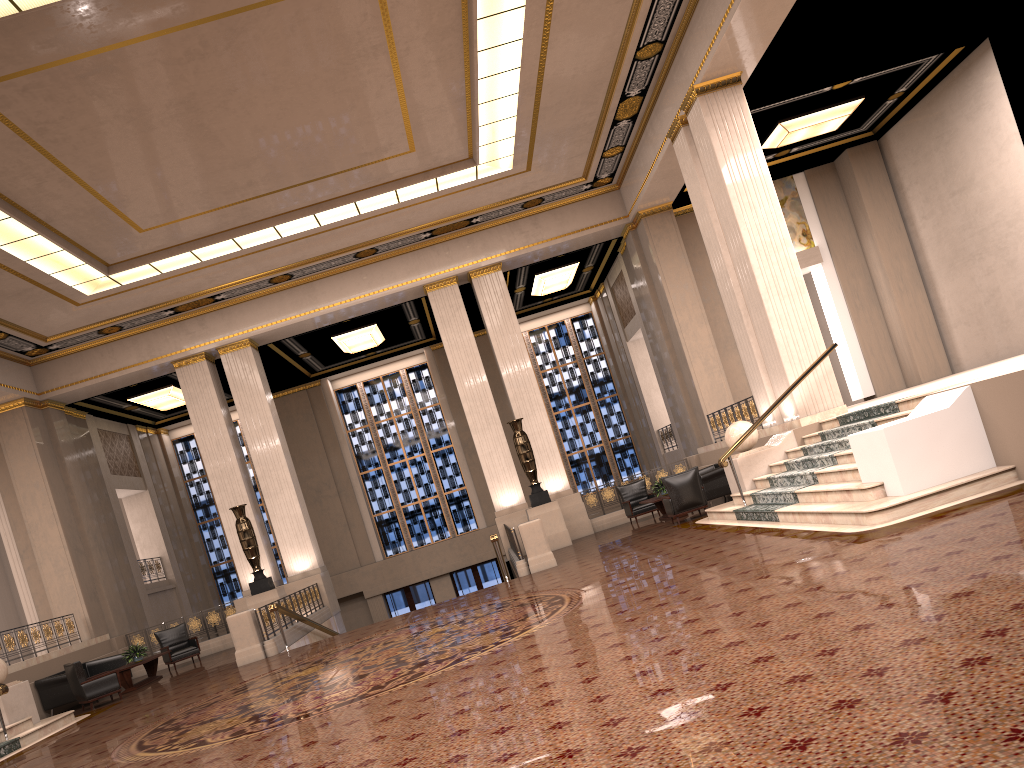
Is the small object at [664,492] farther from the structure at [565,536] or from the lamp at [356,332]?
the lamp at [356,332]

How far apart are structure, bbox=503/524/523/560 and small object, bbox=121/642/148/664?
6.9 meters

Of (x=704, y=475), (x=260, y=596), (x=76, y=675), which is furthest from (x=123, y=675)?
(x=704, y=475)

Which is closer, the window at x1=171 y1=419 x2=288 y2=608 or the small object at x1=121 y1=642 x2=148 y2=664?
the small object at x1=121 y1=642 x2=148 y2=664

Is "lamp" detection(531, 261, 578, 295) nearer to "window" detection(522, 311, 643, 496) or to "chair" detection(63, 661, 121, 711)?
"window" detection(522, 311, 643, 496)

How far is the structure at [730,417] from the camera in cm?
1720

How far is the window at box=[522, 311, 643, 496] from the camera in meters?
26.8

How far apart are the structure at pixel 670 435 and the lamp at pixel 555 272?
4.9m

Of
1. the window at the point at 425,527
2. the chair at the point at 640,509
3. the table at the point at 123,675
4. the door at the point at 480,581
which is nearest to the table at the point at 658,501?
the chair at the point at 640,509

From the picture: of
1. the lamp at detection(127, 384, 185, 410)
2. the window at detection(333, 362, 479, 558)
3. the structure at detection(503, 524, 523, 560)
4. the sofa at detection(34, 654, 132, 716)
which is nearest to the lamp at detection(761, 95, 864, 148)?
the structure at detection(503, 524, 523, 560)
